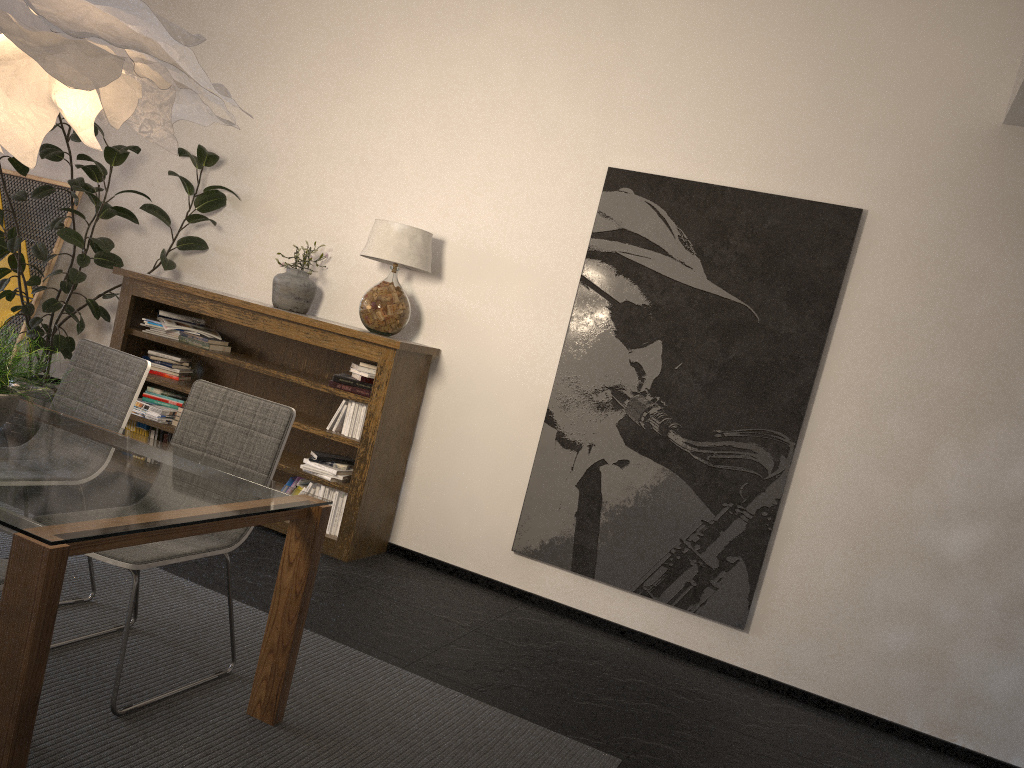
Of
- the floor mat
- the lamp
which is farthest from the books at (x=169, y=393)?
the lamp

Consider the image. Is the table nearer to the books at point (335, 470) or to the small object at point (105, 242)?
the books at point (335, 470)

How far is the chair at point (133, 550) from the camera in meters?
2.5

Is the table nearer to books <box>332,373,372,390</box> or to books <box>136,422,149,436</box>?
books <box>332,373,372,390</box>

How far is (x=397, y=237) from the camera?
4.6m

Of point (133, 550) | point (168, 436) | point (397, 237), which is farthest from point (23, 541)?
point (168, 436)

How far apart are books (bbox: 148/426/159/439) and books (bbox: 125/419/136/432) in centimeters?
15cm

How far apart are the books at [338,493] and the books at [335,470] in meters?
0.1

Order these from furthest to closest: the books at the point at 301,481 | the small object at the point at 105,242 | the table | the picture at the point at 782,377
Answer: the small object at the point at 105,242 → the books at the point at 301,481 → the picture at the point at 782,377 → the table

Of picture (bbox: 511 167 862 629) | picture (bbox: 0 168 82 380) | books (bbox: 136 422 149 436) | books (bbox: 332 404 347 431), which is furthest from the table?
picture (bbox: 0 168 82 380)
